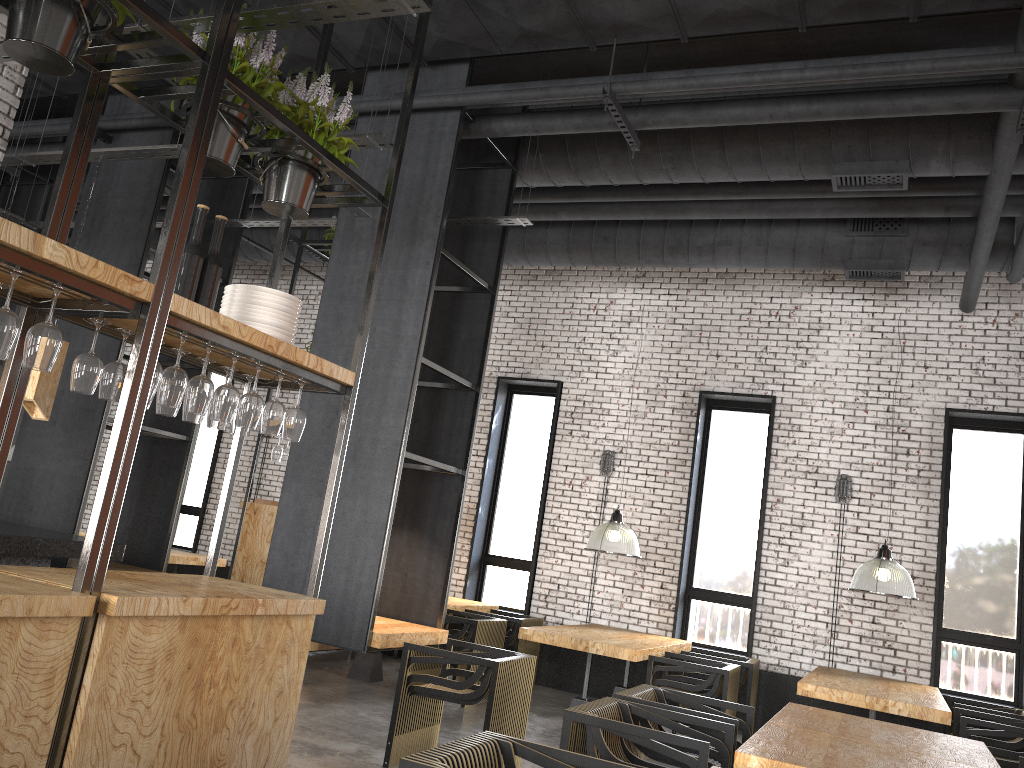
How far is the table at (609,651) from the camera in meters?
7.0 m

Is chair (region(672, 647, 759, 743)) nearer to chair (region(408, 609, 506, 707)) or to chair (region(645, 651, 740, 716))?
chair (region(645, 651, 740, 716))

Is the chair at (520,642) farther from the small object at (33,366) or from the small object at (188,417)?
the small object at (33,366)

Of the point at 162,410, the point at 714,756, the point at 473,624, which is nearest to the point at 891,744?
the point at 714,756

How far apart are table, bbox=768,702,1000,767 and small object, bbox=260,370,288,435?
2.8m

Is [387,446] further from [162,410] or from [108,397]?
[108,397]

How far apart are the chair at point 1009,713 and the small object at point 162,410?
6.67m

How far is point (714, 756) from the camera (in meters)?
4.47

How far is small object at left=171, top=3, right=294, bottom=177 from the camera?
3.5m

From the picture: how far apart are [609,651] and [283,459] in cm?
359
